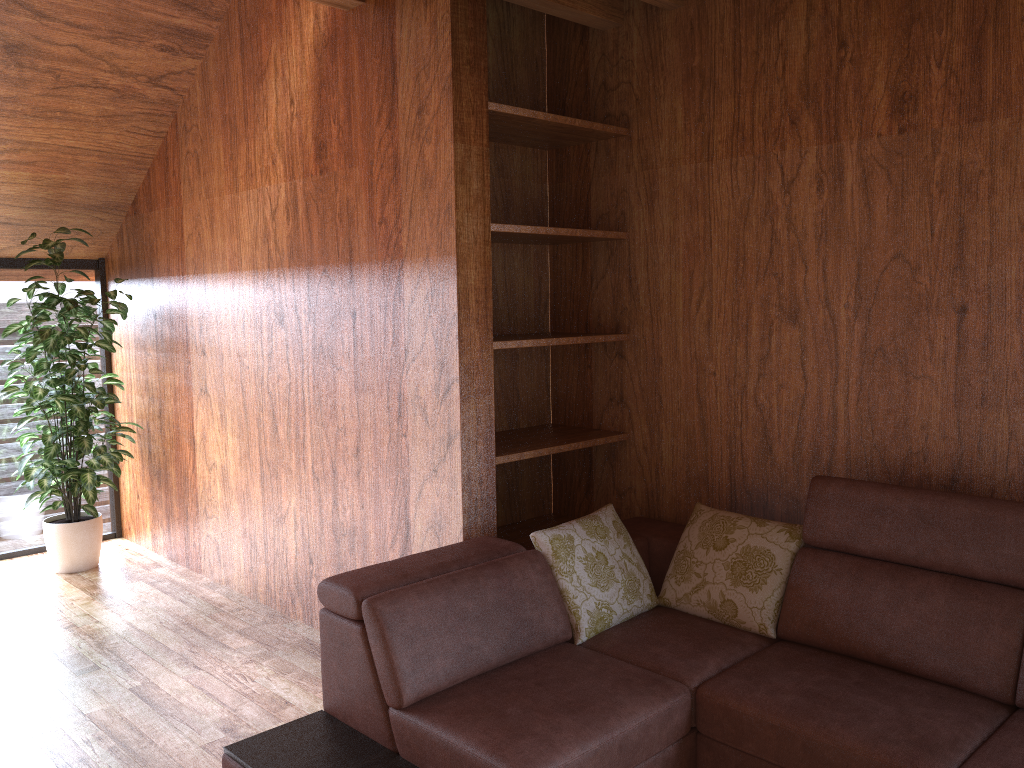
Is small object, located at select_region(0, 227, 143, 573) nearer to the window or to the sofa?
the window

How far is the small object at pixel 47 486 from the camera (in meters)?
4.15

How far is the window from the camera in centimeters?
461cm

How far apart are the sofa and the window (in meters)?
3.08

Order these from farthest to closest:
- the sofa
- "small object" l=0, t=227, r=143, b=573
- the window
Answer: the window → "small object" l=0, t=227, r=143, b=573 → the sofa

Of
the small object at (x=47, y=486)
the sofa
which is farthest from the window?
the sofa

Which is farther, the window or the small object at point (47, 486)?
the window

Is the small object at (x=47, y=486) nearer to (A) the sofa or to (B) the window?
(B) the window

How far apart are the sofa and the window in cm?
308

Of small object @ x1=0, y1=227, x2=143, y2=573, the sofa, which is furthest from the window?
the sofa
